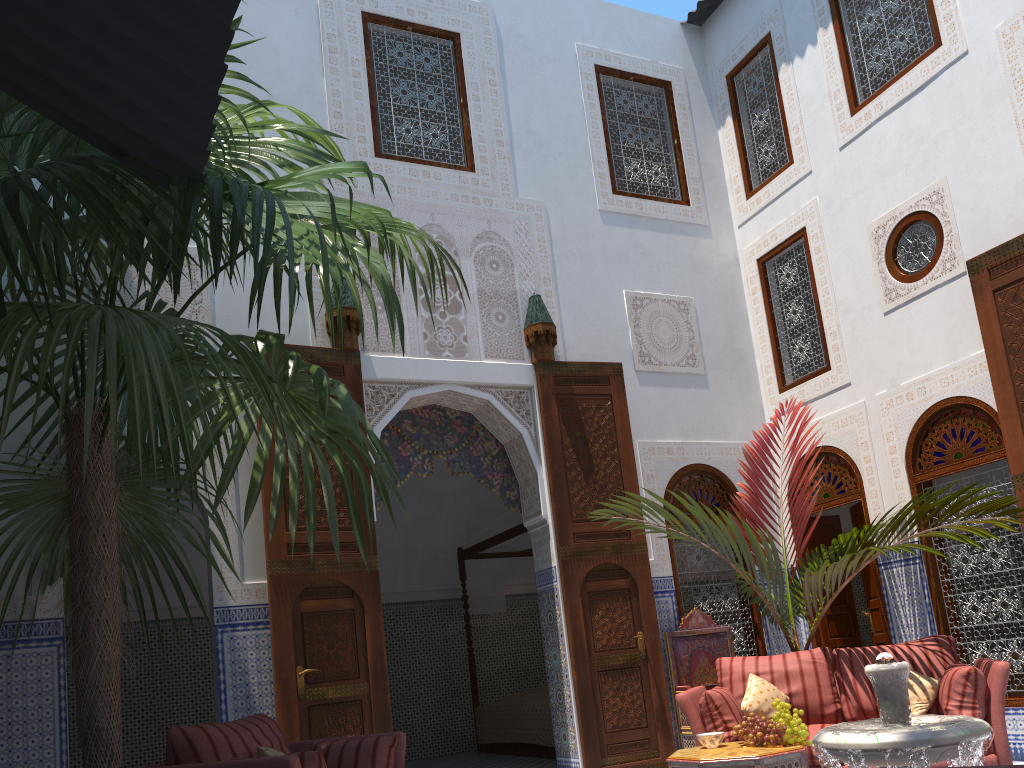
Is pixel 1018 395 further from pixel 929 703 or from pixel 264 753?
pixel 264 753

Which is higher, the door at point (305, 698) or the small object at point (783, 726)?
the door at point (305, 698)

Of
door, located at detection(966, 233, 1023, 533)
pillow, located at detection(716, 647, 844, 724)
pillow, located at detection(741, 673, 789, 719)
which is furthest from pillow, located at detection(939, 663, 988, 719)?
door, located at detection(966, 233, 1023, 533)

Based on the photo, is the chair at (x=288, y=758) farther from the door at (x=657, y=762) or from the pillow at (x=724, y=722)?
the door at (x=657, y=762)

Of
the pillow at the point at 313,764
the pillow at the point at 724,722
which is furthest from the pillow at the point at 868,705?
the pillow at the point at 313,764

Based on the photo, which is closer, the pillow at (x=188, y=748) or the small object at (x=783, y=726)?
the pillow at (x=188, y=748)

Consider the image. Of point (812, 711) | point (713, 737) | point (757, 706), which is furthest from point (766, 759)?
point (812, 711)

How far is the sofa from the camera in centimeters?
336cm

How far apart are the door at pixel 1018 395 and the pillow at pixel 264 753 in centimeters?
358cm

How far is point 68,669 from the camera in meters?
6.2 m
